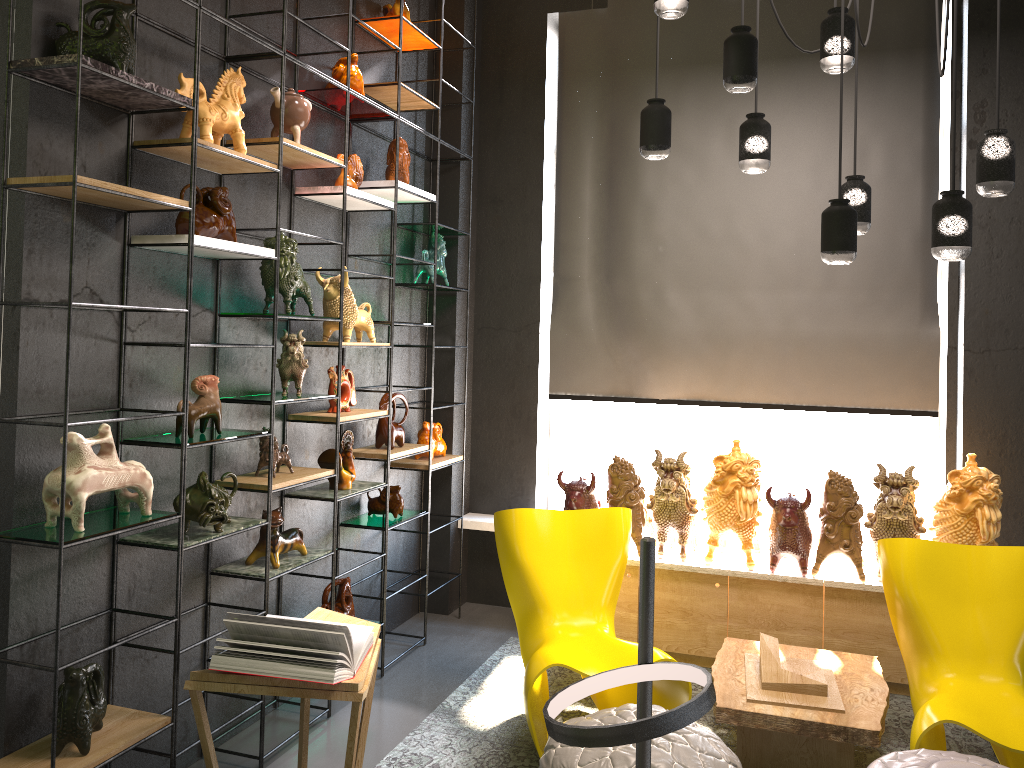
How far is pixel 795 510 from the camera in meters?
4.4

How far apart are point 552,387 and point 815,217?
1.8 meters

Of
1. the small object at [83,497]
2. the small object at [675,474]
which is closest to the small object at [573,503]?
the small object at [675,474]

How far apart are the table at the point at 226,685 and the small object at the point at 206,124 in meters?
1.7 m

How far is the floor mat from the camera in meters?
3.6

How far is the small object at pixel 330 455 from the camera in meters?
4.1 m

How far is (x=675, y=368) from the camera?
5.18m

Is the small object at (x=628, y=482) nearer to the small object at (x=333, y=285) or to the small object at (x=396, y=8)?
the small object at (x=333, y=285)

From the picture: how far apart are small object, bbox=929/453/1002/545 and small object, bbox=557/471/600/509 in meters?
1.6 m

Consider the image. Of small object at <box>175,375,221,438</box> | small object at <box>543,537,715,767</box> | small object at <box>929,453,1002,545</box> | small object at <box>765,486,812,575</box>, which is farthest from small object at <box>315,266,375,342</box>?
small object at <box>543,537,715,767</box>
